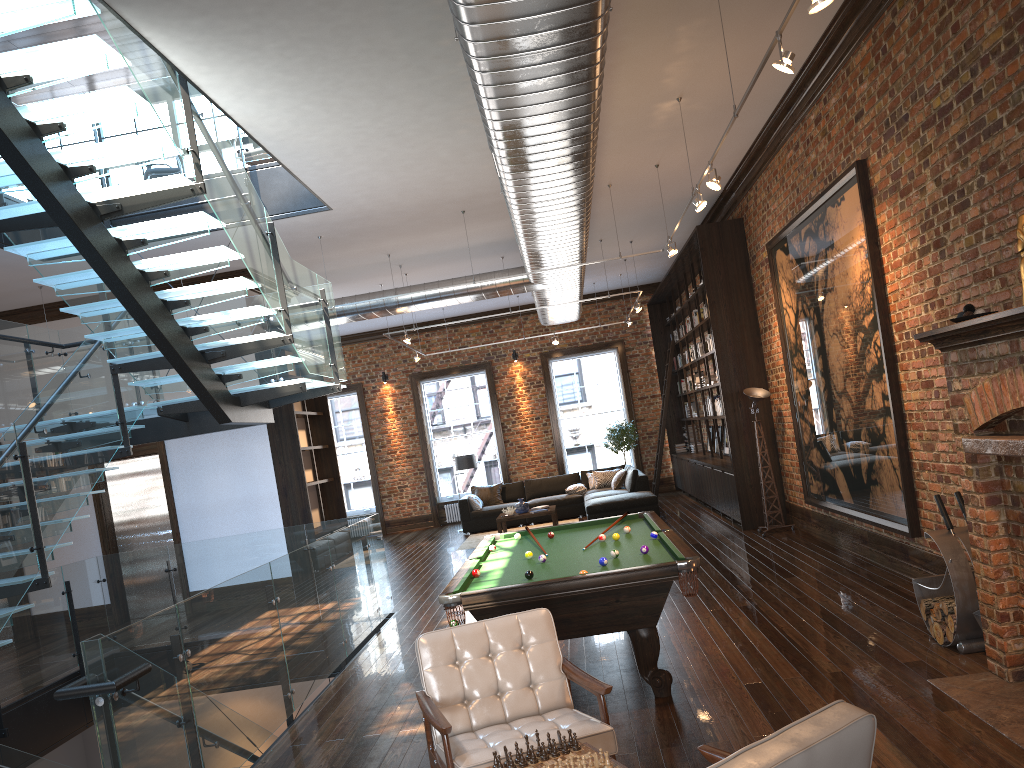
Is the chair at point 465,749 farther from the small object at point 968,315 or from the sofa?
the sofa

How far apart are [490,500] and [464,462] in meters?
0.9

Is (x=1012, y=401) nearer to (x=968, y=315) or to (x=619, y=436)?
(x=968, y=315)

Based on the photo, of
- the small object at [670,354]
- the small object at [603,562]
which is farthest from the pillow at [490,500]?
the small object at [603,562]

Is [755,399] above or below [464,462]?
above

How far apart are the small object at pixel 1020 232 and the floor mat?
10.8m

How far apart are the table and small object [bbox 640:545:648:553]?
9.1m

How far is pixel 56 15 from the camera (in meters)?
4.86

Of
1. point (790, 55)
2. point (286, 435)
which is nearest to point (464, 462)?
point (286, 435)

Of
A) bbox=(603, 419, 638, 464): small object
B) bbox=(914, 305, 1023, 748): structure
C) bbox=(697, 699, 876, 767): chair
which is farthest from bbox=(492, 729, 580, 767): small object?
bbox=(603, 419, 638, 464): small object
